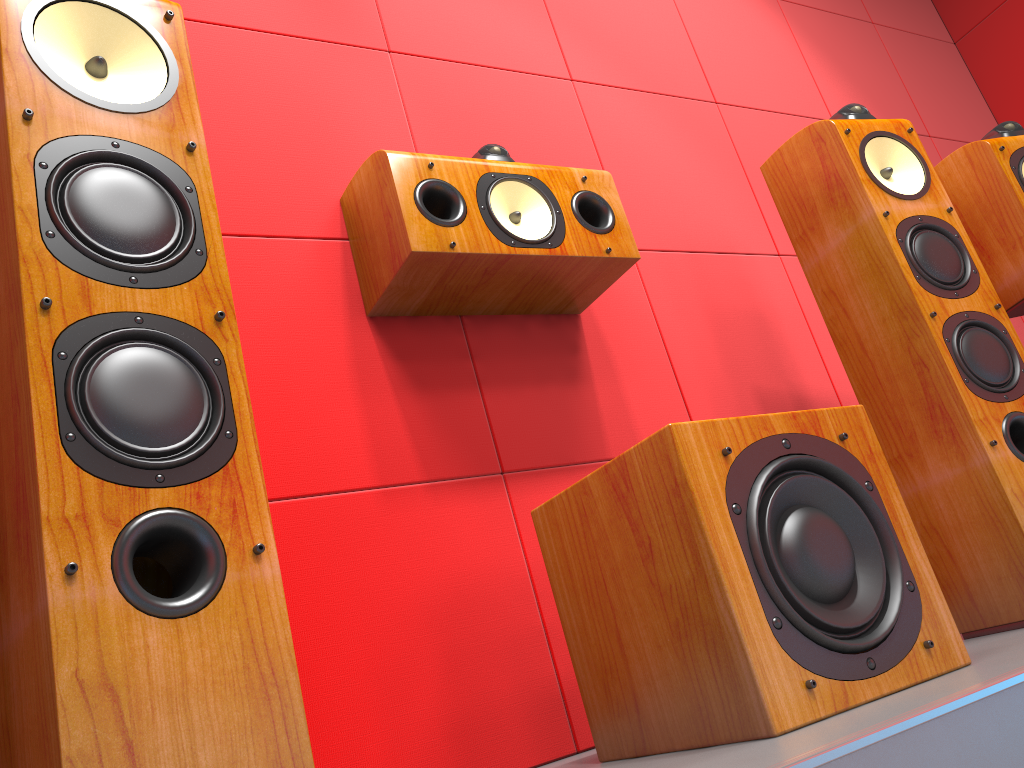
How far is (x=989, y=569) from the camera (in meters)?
1.54

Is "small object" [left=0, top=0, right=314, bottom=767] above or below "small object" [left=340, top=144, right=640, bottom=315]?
below

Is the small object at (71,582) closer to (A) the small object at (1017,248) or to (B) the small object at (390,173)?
(B) the small object at (390,173)

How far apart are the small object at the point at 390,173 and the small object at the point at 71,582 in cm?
50

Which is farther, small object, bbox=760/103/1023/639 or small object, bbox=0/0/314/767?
small object, bbox=760/103/1023/639

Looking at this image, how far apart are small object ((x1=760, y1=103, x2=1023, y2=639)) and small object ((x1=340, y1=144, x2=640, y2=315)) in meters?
0.4

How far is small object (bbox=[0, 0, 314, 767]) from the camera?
0.7 meters

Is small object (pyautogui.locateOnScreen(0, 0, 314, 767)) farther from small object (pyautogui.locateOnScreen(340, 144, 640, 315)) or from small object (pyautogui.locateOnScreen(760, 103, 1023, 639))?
small object (pyautogui.locateOnScreen(760, 103, 1023, 639))

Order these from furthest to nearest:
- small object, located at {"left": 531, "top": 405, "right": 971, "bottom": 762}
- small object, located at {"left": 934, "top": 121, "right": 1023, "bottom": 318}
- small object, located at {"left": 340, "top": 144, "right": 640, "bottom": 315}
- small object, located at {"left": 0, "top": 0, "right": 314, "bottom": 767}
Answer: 1. small object, located at {"left": 934, "top": 121, "right": 1023, "bottom": 318}
2. small object, located at {"left": 340, "top": 144, "right": 640, "bottom": 315}
3. small object, located at {"left": 531, "top": 405, "right": 971, "bottom": 762}
4. small object, located at {"left": 0, "top": 0, "right": 314, "bottom": 767}

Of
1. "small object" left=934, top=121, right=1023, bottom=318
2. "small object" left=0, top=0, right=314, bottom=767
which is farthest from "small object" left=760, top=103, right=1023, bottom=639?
"small object" left=0, top=0, right=314, bottom=767
